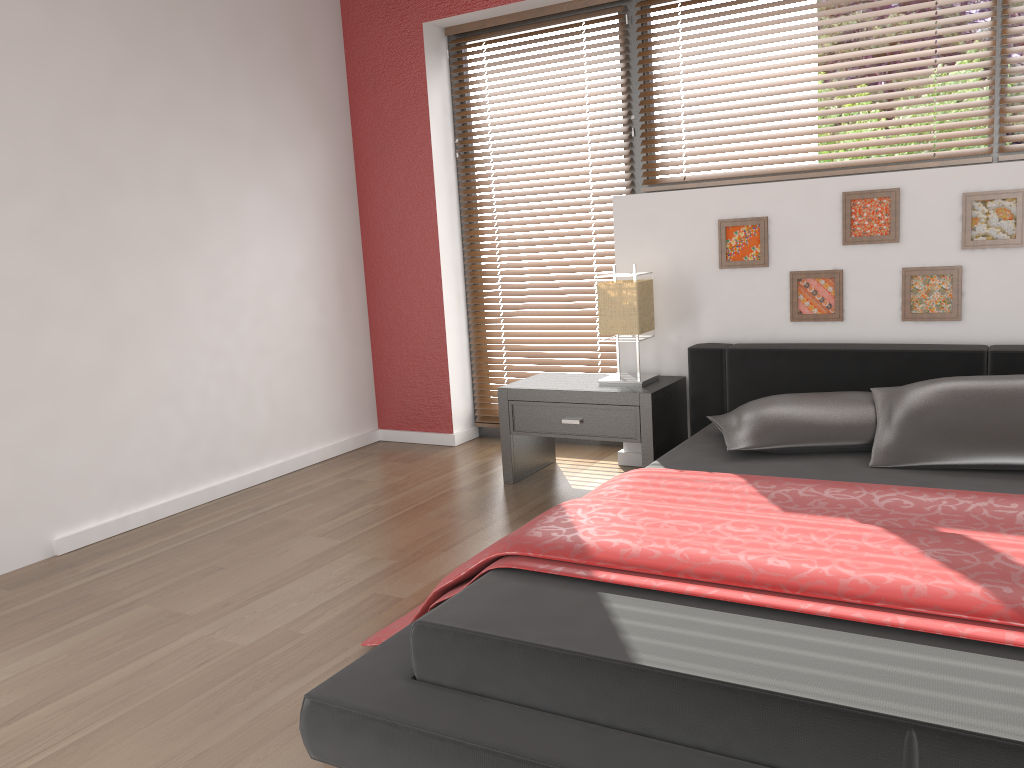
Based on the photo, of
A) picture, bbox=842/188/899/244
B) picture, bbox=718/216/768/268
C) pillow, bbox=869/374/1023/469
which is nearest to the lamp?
picture, bbox=718/216/768/268

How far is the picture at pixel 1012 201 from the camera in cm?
310

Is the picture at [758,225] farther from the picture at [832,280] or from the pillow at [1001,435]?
the pillow at [1001,435]

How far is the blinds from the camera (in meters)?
3.36

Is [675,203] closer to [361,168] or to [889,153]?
[889,153]

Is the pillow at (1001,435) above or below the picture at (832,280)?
below

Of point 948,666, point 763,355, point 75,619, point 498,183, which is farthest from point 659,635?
point 498,183

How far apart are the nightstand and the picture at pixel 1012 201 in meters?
1.2

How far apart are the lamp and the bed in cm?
18

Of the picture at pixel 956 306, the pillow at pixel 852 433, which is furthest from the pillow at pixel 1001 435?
the picture at pixel 956 306
